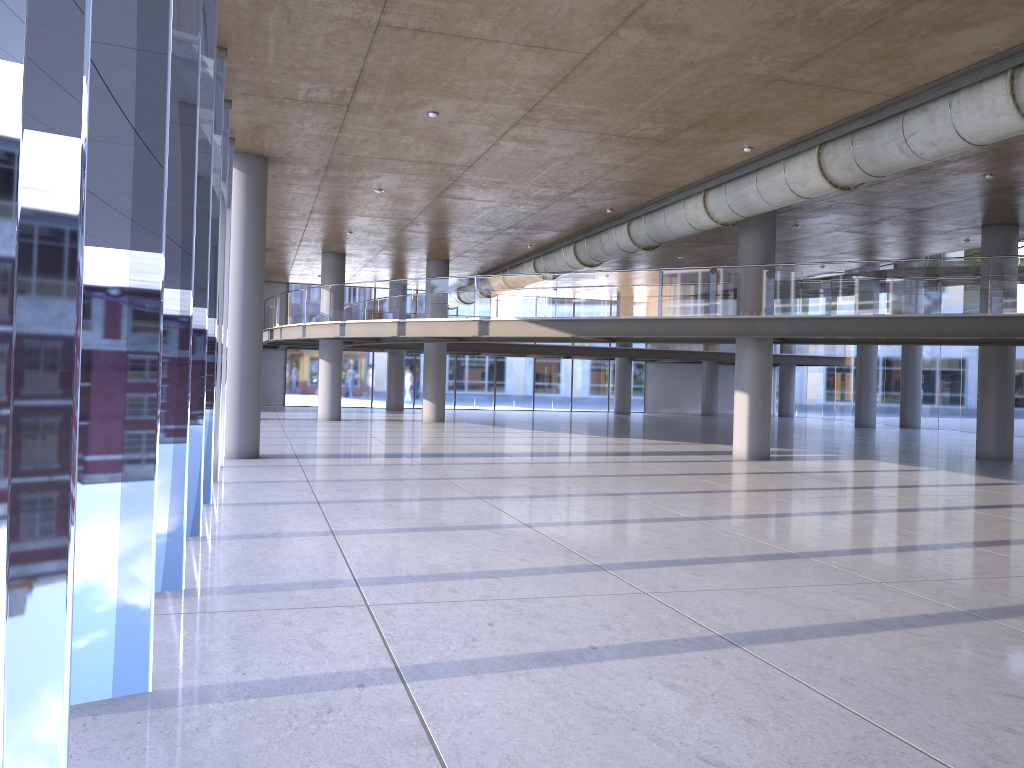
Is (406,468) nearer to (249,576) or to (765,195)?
(765,195)
